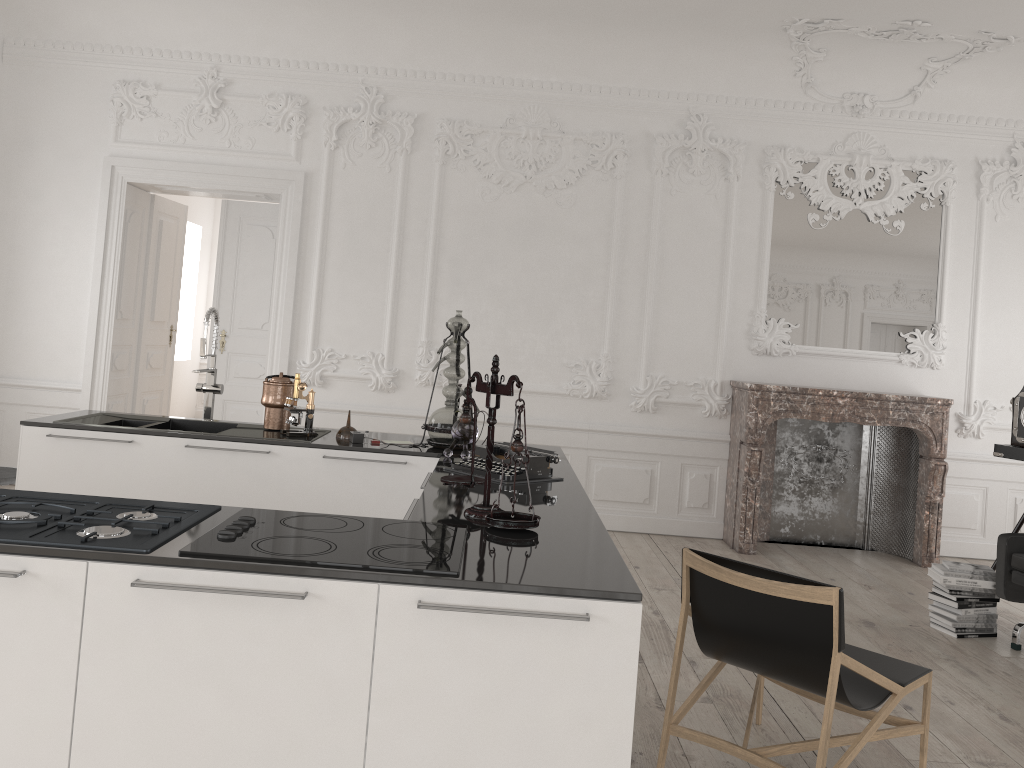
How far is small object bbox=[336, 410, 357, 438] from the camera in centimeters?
425cm

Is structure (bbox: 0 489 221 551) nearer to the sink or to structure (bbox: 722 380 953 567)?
the sink

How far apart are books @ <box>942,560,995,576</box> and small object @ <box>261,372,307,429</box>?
3.74m

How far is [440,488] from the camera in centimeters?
310cm

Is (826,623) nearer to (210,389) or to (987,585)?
(987,585)

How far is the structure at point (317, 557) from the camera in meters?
2.0

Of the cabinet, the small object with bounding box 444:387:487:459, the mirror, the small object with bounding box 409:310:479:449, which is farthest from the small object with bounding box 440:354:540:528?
the mirror

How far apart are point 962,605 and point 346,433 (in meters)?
3.49

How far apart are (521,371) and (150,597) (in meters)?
5.08

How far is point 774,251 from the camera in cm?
691
